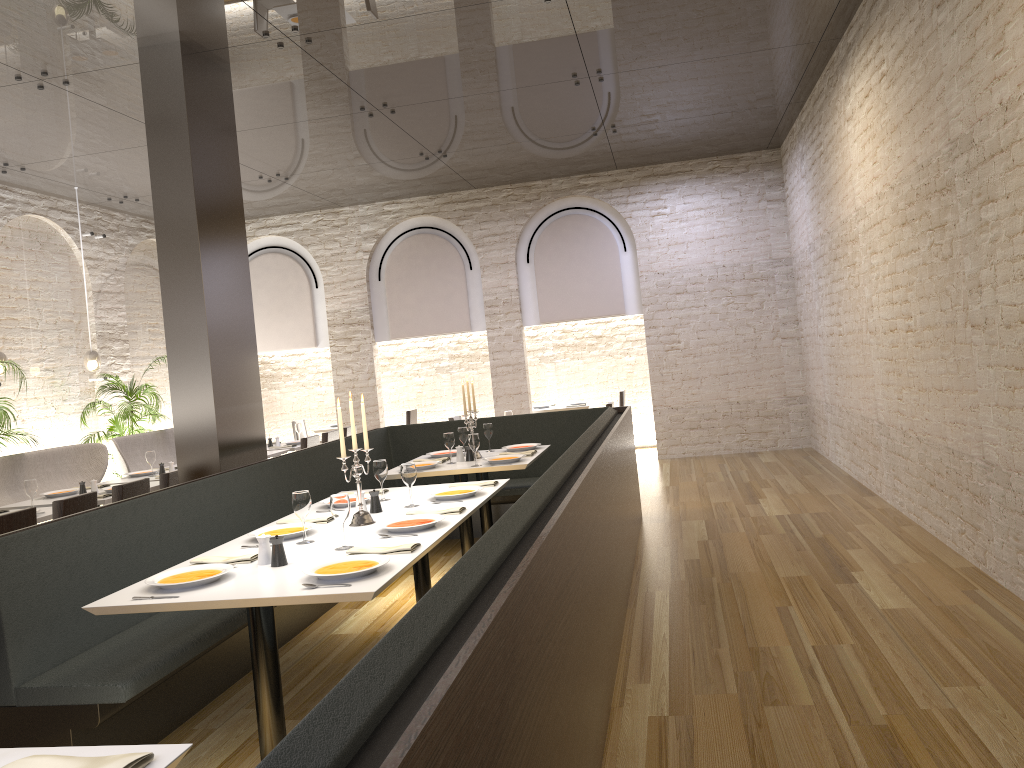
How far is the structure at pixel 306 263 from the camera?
12.6m

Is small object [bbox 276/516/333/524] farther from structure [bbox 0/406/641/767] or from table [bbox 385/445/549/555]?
table [bbox 385/445/549/555]

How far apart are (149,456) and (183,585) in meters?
5.2 m

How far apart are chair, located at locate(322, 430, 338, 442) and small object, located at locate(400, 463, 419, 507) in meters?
5.2

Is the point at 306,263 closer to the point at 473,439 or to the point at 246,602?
the point at 473,439

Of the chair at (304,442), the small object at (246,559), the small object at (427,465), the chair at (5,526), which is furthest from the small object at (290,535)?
the chair at (304,442)

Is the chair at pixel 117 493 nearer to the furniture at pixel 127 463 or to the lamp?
the furniture at pixel 127 463

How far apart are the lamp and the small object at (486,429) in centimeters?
501cm

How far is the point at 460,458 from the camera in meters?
6.7 m

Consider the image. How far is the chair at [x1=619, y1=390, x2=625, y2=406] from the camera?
12.40m
